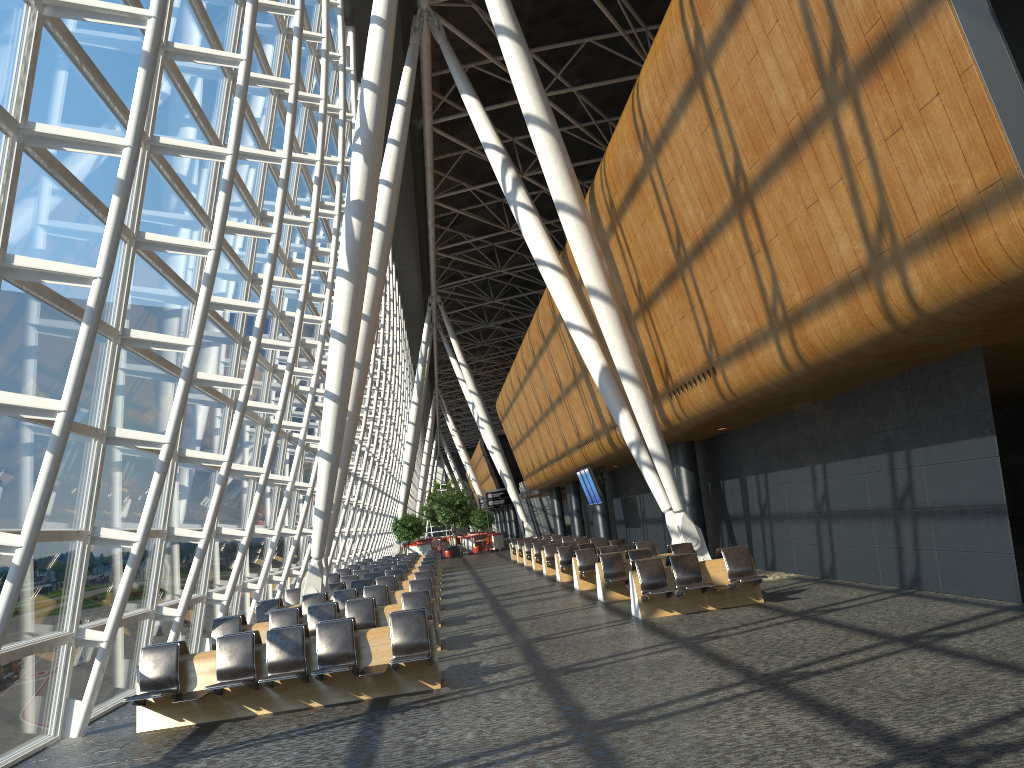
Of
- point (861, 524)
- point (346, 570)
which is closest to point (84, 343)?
point (861, 524)

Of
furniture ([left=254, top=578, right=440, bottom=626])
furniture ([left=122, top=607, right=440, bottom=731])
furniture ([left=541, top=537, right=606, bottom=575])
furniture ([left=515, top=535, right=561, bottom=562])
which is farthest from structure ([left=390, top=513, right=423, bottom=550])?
furniture ([left=122, top=607, right=440, bottom=731])

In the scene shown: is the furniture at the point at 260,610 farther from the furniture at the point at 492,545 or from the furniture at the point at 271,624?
the furniture at the point at 492,545

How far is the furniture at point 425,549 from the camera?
48.2 meters

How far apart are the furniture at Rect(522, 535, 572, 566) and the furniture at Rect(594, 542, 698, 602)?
14.09m

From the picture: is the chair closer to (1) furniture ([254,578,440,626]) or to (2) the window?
(2) the window

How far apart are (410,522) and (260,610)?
32.0m

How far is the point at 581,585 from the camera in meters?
18.8 m

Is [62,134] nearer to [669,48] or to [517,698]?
[517,698]

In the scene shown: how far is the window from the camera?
7.9m
